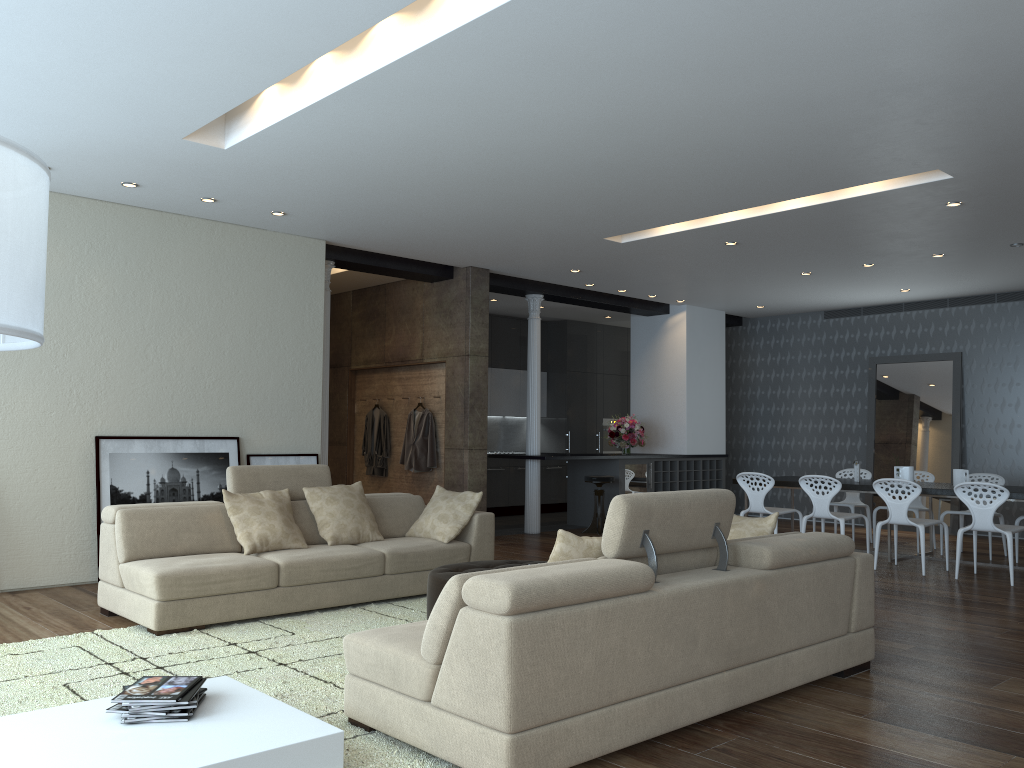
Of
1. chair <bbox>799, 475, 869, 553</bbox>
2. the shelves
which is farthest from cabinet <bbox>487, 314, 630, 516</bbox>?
chair <bbox>799, 475, 869, 553</bbox>

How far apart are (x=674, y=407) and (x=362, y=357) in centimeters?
434cm

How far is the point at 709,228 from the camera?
7.7m

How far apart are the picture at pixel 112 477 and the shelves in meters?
5.9 m

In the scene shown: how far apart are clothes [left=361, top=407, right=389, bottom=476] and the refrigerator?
3.03m

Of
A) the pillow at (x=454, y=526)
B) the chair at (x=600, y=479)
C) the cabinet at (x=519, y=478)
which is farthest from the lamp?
the cabinet at (x=519, y=478)

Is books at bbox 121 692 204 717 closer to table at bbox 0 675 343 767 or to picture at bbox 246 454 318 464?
table at bbox 0 675 343 767

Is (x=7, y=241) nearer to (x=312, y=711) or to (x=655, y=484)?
(x=312, y=711)

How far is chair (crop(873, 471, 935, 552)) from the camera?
9.3 meters

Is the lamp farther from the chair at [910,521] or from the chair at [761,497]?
the chair at [761,497]
